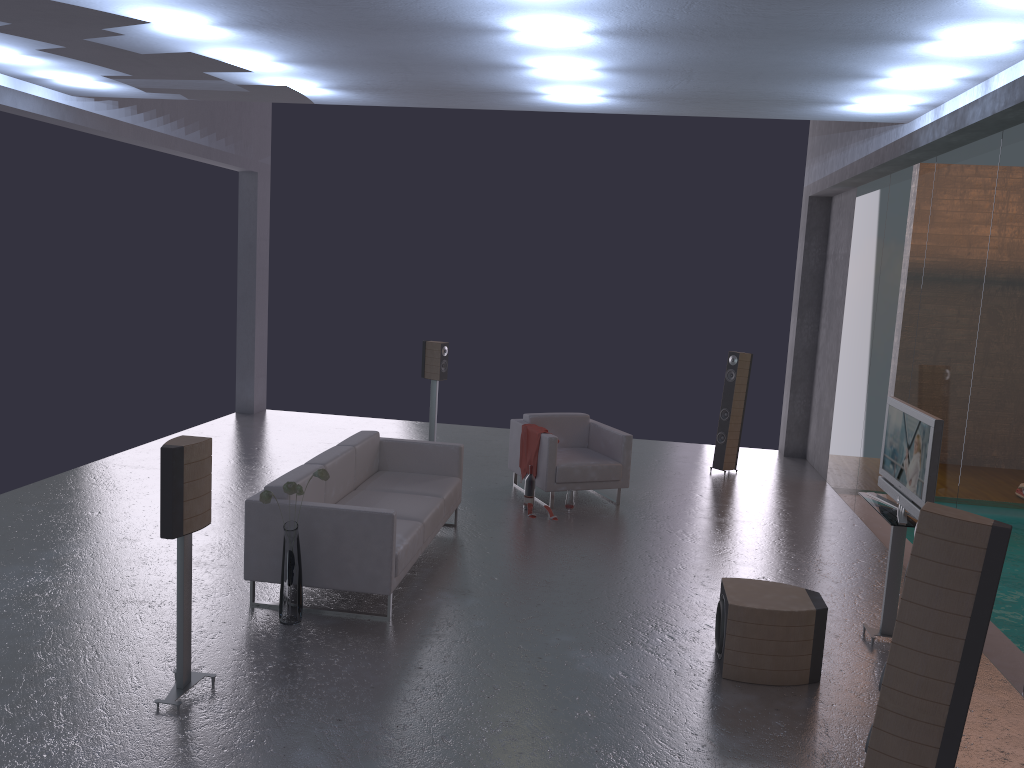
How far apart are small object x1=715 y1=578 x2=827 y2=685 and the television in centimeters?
79cm

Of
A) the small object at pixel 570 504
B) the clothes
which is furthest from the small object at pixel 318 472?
the clothes

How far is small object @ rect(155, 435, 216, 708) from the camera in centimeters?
437cm

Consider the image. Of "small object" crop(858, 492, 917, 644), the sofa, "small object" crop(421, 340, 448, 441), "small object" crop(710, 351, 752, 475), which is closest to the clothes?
the sofa

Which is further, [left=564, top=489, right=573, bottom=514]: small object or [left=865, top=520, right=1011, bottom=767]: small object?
[left=564, top=489, right=573, bottom=514]: small object

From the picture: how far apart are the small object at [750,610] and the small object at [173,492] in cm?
295

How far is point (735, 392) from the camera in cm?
1052

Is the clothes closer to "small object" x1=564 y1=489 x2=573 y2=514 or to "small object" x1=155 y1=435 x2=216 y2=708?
"small object" x1=564 y1=489 x2=573 y2=514

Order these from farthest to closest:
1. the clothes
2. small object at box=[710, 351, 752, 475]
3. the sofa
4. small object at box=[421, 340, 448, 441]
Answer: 1. small object at box=[421, 340, 448, 441]
2. small object at box=[710, 351, 752, 475]
3. the clothes
4. the sofa

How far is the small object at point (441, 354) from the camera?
10.8m
